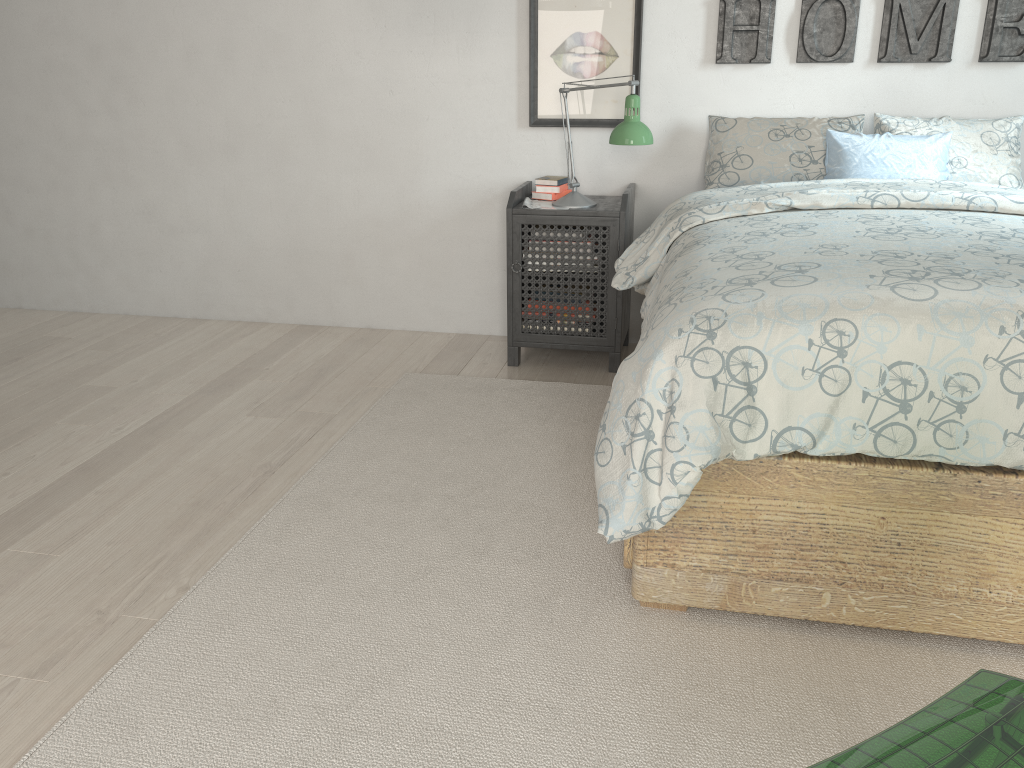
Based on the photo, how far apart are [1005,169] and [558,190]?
1.5 meters

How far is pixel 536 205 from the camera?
3.2m

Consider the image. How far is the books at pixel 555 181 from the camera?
3.3 meters

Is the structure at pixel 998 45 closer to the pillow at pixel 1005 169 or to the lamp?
the pillow at pixel 1005 169

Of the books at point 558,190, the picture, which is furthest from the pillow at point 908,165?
the books at point 558,190

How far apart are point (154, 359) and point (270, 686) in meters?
2.2 m

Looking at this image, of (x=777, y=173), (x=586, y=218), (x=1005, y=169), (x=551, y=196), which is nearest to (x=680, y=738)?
(x=586, y=218)

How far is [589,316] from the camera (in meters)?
3.23

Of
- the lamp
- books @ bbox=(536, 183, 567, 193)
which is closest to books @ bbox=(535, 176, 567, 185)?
books @ bbox=(536, 183, 567, 193)

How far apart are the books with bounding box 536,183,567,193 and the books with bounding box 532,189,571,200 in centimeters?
2cm
